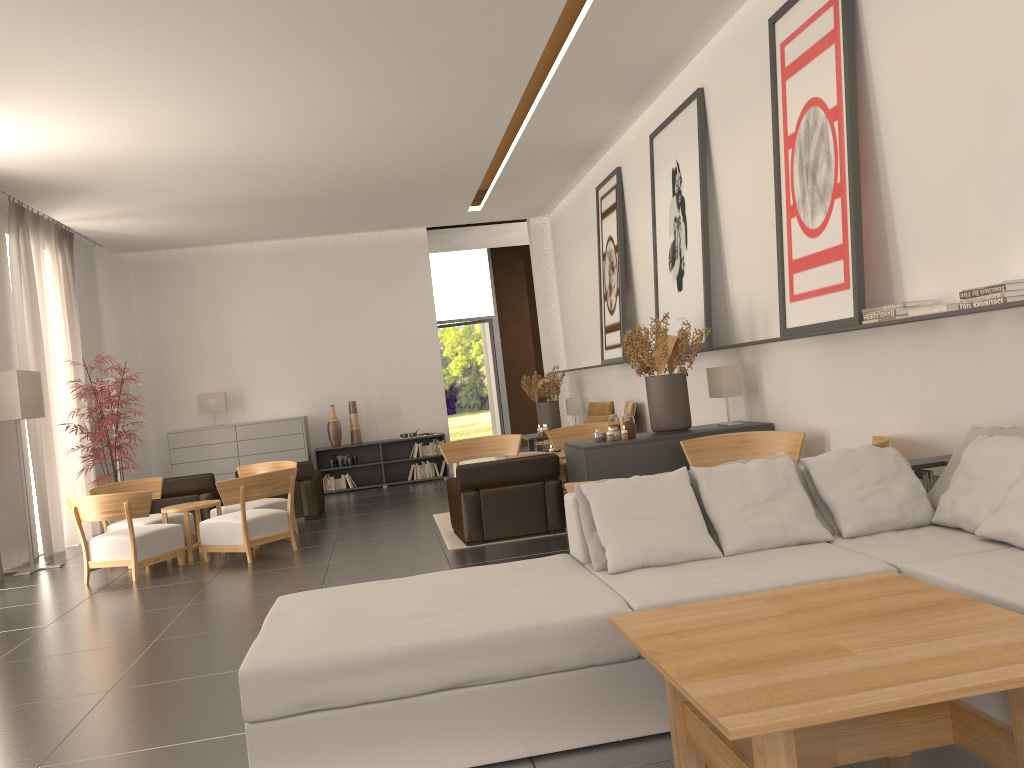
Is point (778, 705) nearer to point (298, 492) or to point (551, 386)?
point (298, 492)

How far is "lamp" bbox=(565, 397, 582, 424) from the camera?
20.2 meters

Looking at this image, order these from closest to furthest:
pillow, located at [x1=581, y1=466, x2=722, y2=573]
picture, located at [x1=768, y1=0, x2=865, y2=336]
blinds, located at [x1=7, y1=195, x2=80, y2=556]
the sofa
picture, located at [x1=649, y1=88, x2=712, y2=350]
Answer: the sofa < pillow, located at [x1=581, y1=466, x2=722, y2=573] < picture, located at [x1=768, y1=0, x2=865, y2=336] < picture, located at [x1=649, y1=88, x2=712, y2=350] < blinds, located at [x1=7, y1=195, x2=80, y2=556]

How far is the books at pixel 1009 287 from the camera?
6.11m

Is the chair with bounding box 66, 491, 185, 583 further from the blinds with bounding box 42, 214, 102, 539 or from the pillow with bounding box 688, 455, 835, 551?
the pillow with bounding box 688, 455, 835, 551

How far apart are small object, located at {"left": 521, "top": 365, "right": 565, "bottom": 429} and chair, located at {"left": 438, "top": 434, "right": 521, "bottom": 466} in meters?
4.7

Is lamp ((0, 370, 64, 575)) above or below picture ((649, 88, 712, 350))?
below

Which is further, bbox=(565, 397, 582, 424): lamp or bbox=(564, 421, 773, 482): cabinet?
bbox=(565, 397, 582, 424): lamp

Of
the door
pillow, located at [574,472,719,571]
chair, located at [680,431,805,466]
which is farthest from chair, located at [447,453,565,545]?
the door

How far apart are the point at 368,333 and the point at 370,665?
Result: 17.56m
